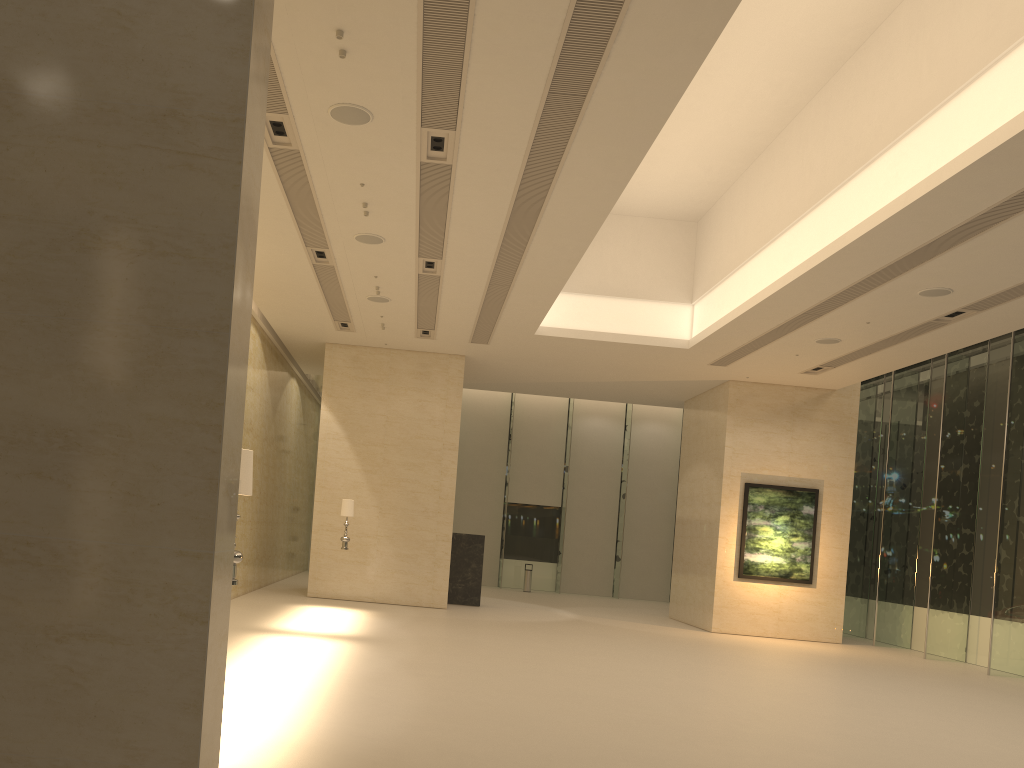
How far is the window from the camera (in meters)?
17.22

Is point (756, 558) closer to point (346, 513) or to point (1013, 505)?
point (1013, 505)

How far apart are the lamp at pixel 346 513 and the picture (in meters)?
9.29

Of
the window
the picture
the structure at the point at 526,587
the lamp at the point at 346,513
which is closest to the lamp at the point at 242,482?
the lamp at the point at 346,513

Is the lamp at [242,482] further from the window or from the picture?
the picture

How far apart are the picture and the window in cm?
190

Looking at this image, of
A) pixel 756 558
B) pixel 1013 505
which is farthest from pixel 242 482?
pixel 756 558

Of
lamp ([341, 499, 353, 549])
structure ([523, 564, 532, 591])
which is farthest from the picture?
structure ([523, 564, 532, 591])

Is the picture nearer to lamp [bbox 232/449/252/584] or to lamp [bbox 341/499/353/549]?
lamp [bbox 341/499/353/549]

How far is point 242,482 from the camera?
6.3 meters
